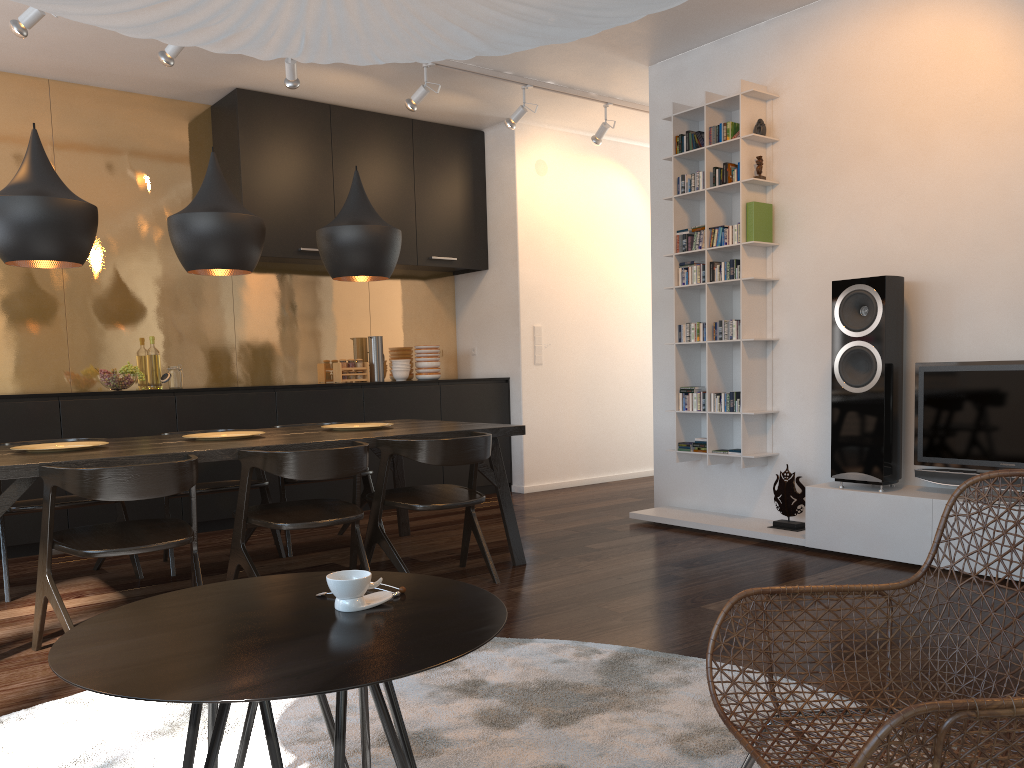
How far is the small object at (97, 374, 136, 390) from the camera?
5.2 meters

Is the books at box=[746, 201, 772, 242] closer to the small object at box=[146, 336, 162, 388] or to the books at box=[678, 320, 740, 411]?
the books at box=[678, 320, 740, 411]

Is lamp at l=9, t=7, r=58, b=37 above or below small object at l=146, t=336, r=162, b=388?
above

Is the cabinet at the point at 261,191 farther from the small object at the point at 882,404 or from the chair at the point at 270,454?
the small object at the point at 882,404

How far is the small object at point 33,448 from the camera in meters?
3.6

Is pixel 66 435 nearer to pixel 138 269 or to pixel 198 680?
pixel 138 269

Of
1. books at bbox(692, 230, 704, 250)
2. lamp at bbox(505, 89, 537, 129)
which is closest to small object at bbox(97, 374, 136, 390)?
lamp at bbox(505, 89, 537, 129)

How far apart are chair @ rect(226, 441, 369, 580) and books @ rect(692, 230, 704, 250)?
2.5m

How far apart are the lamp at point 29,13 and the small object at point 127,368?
1.9m

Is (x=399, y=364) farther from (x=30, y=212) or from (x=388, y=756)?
(x=388, y=756)
